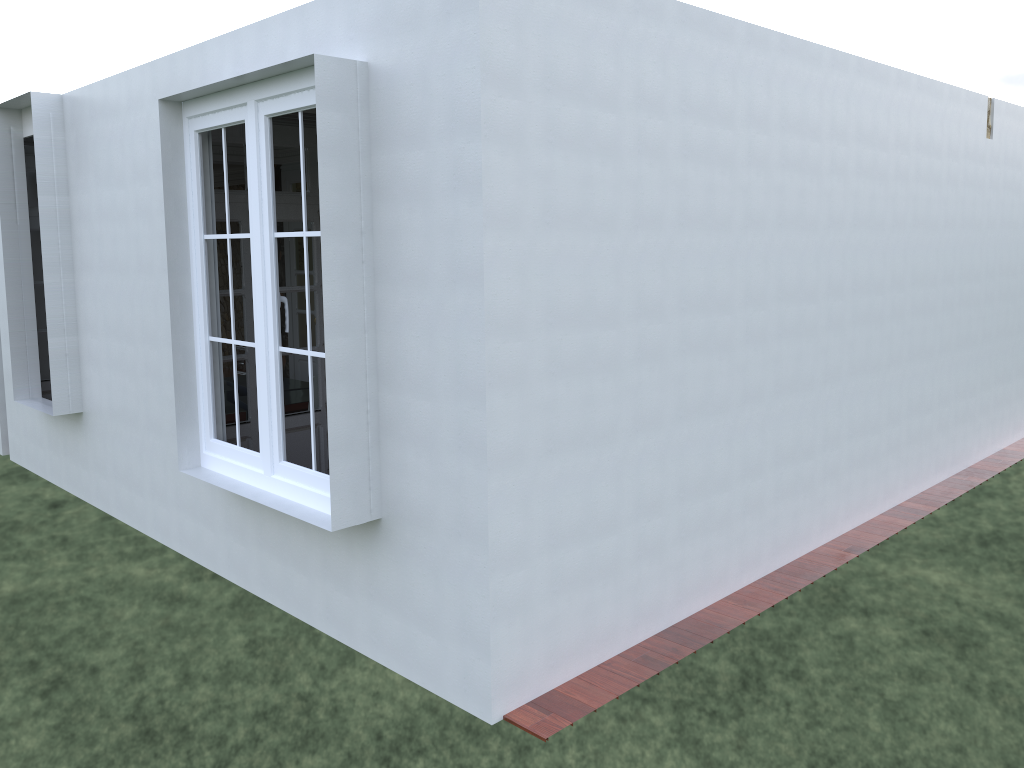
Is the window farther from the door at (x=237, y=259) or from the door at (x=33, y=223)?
the door at (x=33, y=223)

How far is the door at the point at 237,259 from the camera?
5.79m

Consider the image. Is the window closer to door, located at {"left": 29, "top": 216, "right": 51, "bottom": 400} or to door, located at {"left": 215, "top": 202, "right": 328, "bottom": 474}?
door, located at {"left": 215, "top": 202, "right": 328, "bottom": 474}

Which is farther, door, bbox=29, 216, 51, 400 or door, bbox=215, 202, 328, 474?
door, bbox=29, 216, 51, 400

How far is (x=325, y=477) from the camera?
4.1 meters

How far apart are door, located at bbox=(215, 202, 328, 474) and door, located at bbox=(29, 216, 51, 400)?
3.1 meters

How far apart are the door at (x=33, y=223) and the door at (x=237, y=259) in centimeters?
309cm

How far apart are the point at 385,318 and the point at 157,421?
2.6 meters

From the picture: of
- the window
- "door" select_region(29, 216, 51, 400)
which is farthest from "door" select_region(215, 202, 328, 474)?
"door" select_region(29, 216, 51, 400)

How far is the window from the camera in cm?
408
